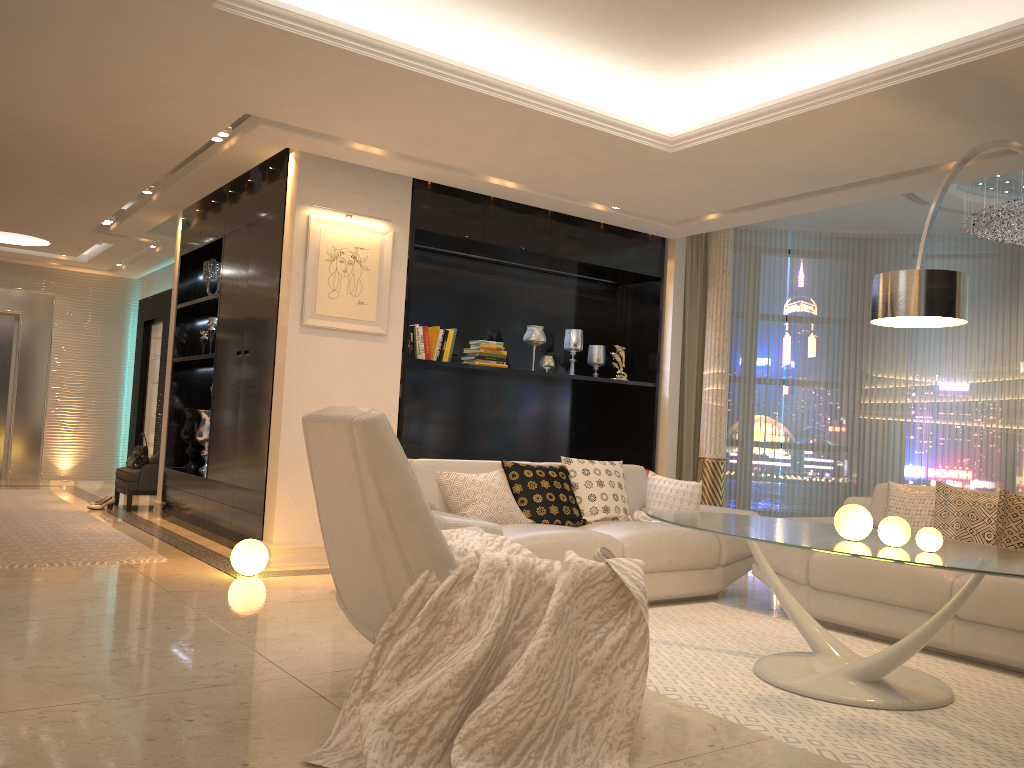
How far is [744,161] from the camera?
5.3 meters

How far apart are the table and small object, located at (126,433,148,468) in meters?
5.8

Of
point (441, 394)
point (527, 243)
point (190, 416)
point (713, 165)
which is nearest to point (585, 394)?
point (441, 394)

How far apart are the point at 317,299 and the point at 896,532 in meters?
3.8

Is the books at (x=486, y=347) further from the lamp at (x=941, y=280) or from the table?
the lamp at (x=941, y=280)

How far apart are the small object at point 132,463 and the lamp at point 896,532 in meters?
6.9

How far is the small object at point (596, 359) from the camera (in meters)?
7.60

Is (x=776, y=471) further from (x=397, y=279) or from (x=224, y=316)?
(x=224, y=316)

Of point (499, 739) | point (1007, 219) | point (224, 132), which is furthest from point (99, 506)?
point (1007, 219)

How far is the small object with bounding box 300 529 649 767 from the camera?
2.4 meters
